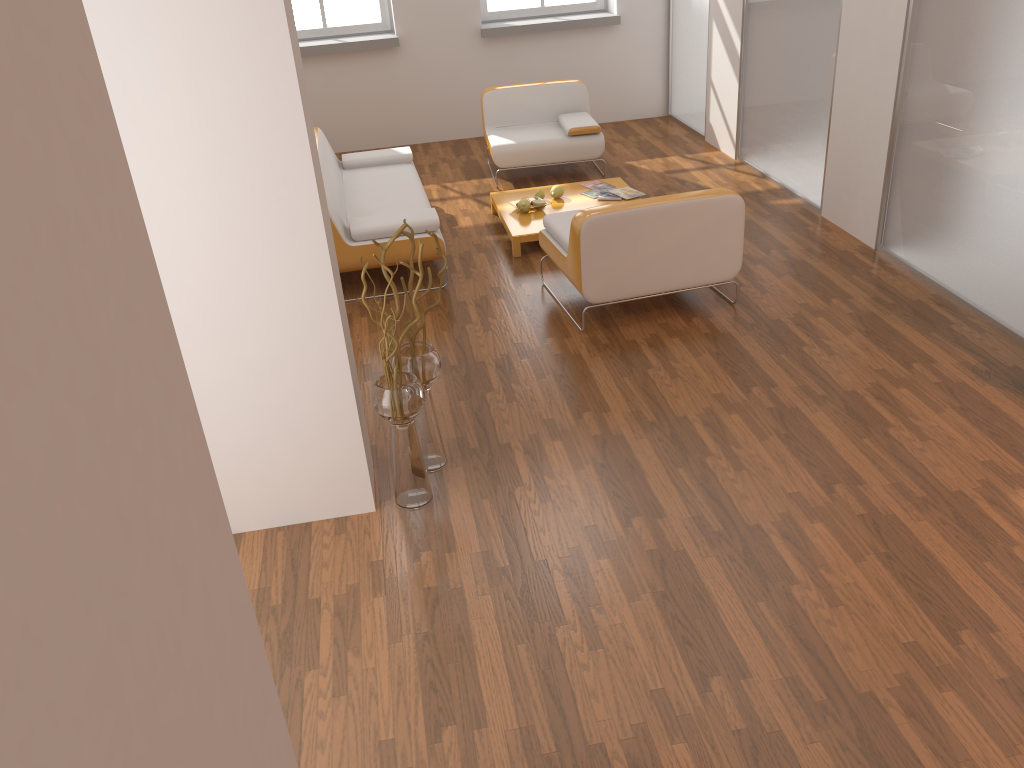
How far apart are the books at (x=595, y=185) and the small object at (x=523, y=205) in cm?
72

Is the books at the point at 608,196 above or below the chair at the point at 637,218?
below

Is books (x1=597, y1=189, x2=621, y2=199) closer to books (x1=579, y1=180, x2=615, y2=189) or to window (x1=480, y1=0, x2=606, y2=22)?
books (x1=579, y1=180, x2=615, y2=189)

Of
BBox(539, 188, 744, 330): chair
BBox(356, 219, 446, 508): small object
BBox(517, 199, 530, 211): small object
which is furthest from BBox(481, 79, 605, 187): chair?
BBox(356, 219, 446, 508): small object

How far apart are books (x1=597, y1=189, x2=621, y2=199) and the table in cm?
10

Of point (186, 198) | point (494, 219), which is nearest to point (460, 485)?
point (186, 198)

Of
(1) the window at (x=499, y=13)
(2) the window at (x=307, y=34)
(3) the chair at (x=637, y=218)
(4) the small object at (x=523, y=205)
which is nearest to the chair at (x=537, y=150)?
(4) the small object at (x=523, y=205)

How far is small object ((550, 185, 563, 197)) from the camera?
6.3m

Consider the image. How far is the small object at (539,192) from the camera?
6.3m

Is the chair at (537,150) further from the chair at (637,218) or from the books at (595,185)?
the chair at (637,218)
